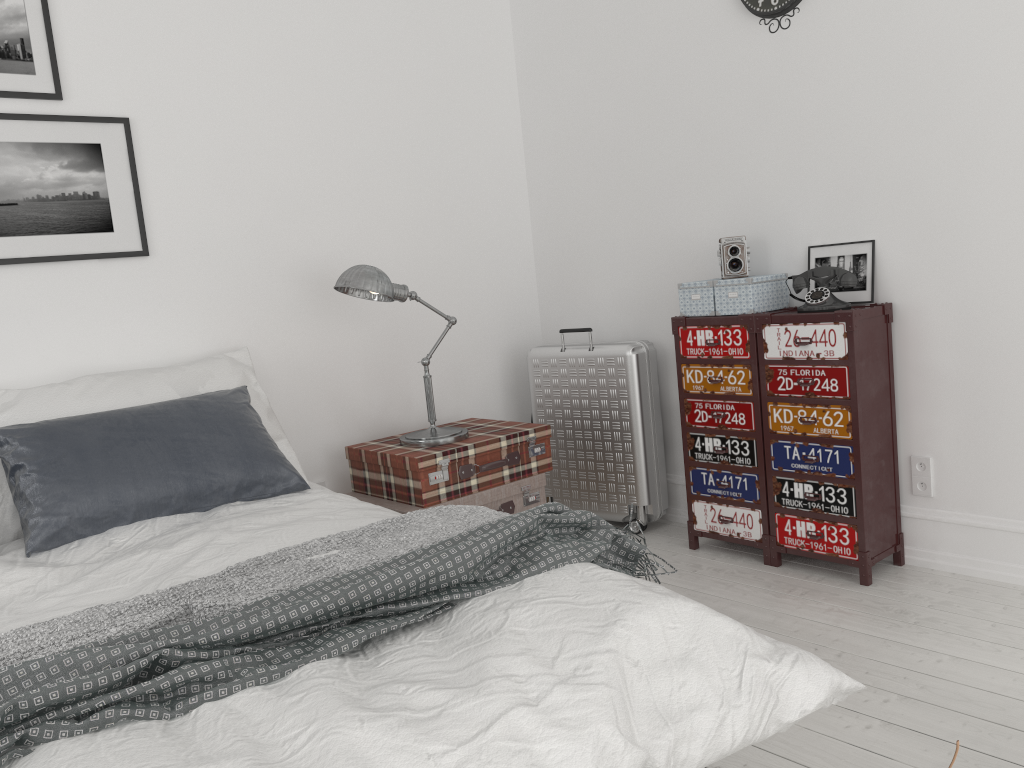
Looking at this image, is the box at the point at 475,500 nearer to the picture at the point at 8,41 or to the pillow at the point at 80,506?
the pillow at the point at 80,506

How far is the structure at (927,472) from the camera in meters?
3.1

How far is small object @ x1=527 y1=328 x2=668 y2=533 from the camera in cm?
375

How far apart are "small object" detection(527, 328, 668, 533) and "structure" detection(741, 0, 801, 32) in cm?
134

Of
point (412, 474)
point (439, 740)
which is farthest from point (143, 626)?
point (412, 474)

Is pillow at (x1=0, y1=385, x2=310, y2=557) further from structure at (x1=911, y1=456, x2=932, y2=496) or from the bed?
structure at (x1=911, y1=456, x2=932, y2=496)

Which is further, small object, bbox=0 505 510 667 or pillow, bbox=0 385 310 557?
pillow, bbox=0 385 310 557

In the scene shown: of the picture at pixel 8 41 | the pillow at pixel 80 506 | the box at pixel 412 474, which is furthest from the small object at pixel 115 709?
the picture at pixel 8 41

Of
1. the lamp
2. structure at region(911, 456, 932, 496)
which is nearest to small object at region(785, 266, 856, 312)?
structure at region(911, 456, 932, 496)

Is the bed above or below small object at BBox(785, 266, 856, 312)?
below
